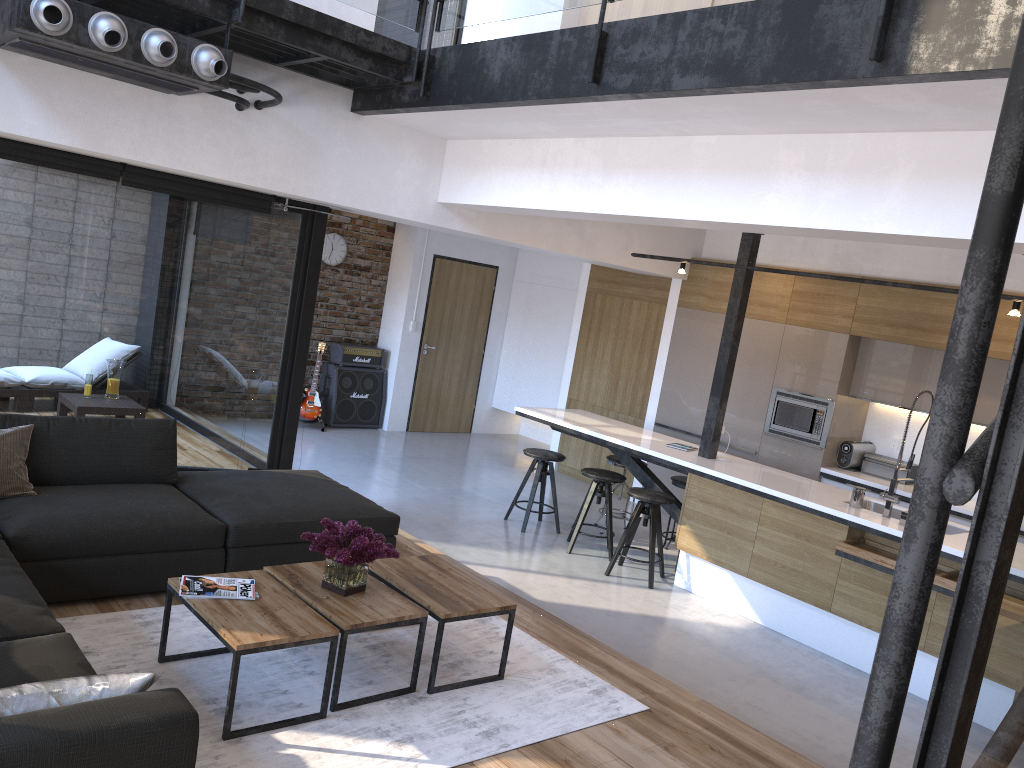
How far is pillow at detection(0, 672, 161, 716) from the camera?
2.0m

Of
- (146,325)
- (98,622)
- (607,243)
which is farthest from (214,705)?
(607,243)

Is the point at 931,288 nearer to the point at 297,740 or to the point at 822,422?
the point at 822,422

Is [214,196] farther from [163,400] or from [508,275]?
[508,275]

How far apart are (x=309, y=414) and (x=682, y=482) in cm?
455

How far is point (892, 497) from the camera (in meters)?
5.41

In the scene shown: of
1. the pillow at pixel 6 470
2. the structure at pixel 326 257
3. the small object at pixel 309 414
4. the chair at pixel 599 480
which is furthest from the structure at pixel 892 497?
the structure at pixel 326 257

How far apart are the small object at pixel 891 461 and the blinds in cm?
520

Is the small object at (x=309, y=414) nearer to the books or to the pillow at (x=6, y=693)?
the books

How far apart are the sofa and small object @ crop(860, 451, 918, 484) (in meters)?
4.41
